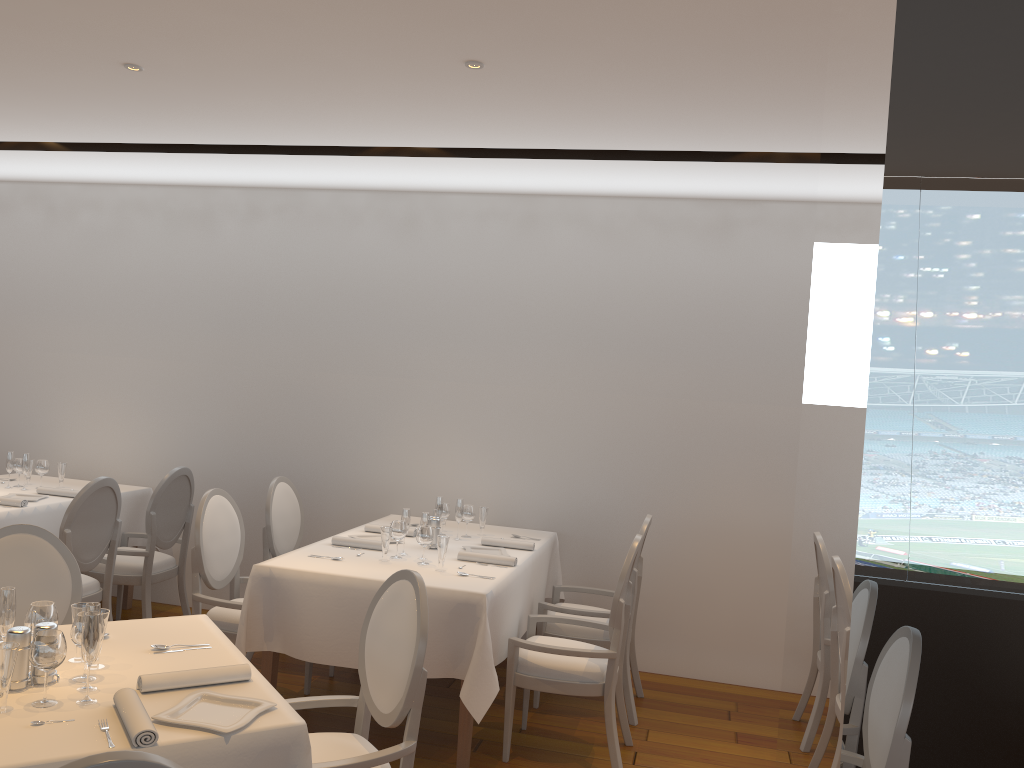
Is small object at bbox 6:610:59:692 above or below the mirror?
below

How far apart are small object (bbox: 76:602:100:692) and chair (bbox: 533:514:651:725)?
2.8m

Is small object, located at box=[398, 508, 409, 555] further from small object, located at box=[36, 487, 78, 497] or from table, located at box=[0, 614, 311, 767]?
small object, located at box=[36, 487, 78, 497]

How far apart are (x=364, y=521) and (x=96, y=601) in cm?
173

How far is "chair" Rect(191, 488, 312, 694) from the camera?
4.5m

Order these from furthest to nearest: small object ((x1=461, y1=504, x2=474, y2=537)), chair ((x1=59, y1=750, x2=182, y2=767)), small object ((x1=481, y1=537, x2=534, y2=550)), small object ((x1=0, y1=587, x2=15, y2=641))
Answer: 1. small object ((x1=461, y1=504, x2=474, y2=537))
2. small object ((x1=481, y1=537, x2=534, y2=550))
3. small object ((x1=0, y1=587, x2=15, y2=641))
4. chair ((x1=59, y1=750, x2=182, y2=767))

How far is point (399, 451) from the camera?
6.00m

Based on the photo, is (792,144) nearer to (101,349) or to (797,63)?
(797,63)

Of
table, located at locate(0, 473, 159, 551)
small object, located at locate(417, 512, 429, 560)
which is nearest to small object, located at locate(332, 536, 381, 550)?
small object, located at locate(417, 512, 429, 560)

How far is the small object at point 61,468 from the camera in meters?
5.9
